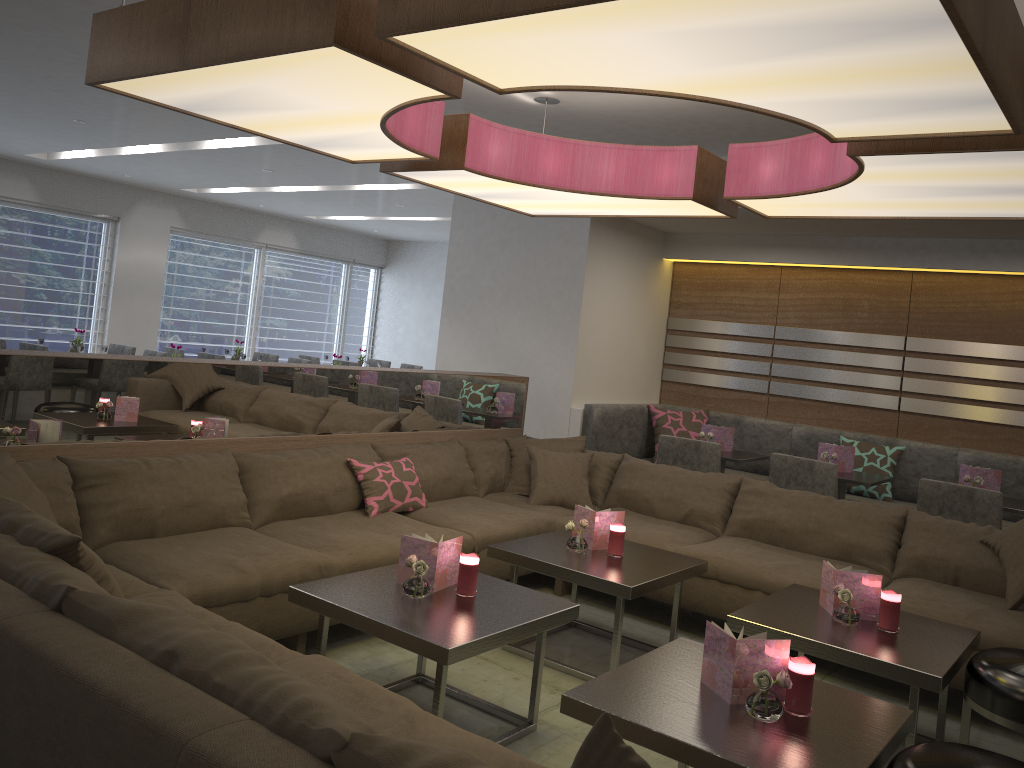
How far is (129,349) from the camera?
8.5 meters

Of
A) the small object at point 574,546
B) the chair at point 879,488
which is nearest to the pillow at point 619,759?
the small object at point 574,546

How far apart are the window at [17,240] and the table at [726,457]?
7.6 meters

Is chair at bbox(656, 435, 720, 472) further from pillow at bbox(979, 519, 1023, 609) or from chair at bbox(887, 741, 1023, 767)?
chair at bbox(887, 741, 1023, 767)

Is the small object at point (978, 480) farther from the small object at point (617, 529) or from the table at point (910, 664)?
the small object at point (617, 529)

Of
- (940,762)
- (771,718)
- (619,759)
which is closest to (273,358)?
(771,718)

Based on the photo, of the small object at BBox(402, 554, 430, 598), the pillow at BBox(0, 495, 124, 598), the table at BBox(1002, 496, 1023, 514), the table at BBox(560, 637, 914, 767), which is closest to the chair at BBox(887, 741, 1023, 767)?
the table at BBox(560, 637, 914, 767)

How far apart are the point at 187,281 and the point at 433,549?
9.1 meters

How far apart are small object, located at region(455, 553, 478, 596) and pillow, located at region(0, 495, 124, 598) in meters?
1.1 m

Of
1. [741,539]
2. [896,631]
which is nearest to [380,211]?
[741,539]
